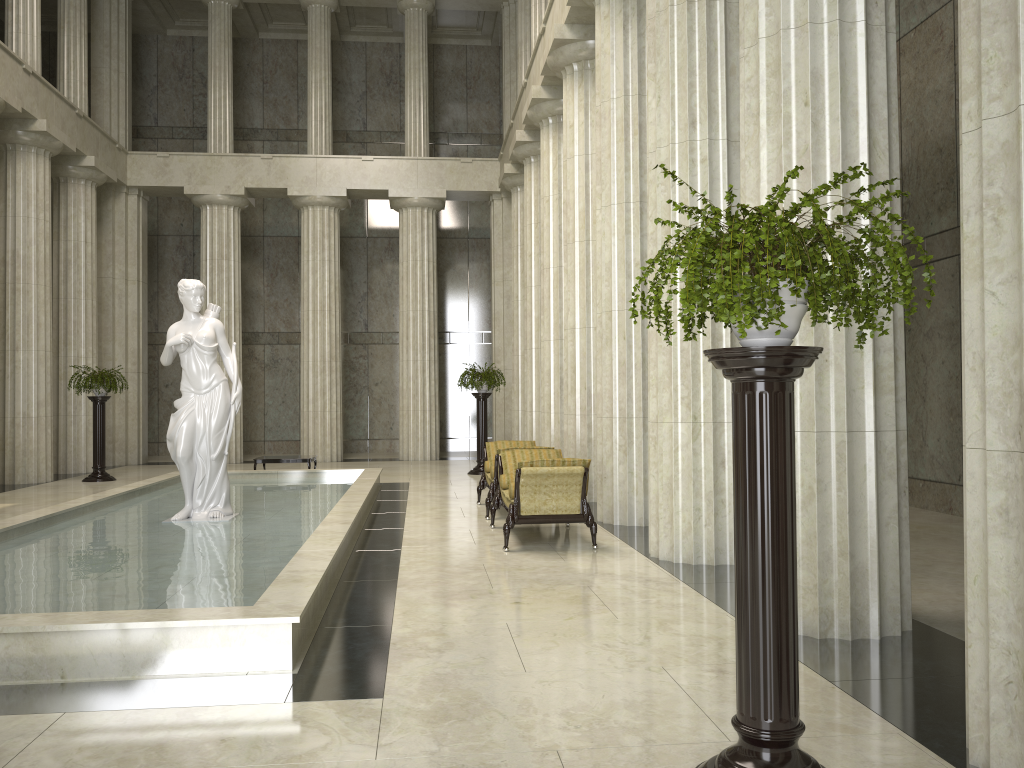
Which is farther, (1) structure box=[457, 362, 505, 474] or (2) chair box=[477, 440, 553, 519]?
(1) structure box=[457, 362, 505, 474]

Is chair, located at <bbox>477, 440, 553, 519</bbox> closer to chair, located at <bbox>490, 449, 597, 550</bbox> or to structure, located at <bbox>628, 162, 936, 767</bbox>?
chair, located at <bbox>490, 449, 597, 550</bbox>

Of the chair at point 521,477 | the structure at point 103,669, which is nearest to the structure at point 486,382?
the structure at point 103,669

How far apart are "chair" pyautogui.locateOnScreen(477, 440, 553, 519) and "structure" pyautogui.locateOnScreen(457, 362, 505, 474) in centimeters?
518cm

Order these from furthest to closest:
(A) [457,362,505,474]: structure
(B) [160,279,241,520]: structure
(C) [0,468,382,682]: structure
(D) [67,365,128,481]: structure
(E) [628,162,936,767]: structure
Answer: (A) [457,362,505,474]: structure < (D) [67,365,128,481]: structure < (B) [160,279,241,520]: structure < (C) [0,468,382,682]: structure < (E) [628,162,936,767]: structure

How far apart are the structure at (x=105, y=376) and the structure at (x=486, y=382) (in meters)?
7.08

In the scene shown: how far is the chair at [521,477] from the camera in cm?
897

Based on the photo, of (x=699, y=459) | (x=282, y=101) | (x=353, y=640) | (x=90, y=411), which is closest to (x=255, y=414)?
(x=90, y=411)

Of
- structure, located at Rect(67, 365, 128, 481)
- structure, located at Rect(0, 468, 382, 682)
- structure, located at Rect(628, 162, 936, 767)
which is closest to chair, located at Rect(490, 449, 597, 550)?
structure, located at Rect(0, 468, 382, 682)

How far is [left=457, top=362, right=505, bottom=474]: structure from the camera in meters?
18.6
